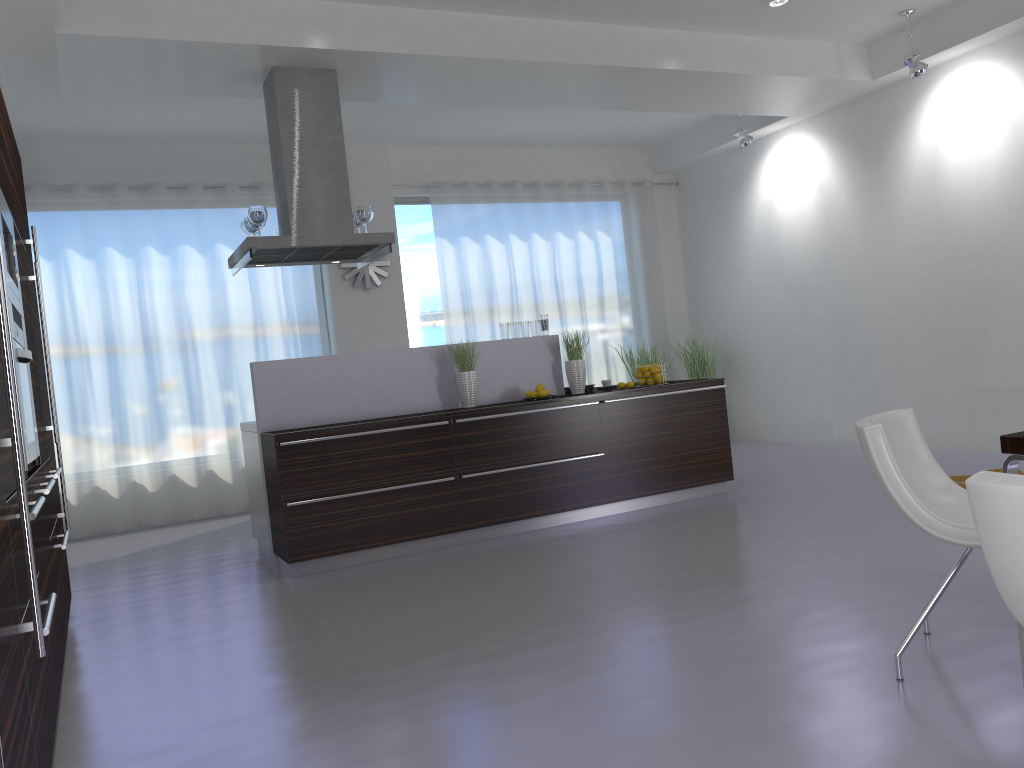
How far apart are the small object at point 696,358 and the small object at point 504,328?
3.97m

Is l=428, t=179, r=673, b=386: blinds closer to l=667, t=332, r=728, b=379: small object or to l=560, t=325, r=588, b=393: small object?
l=667, t=332, r=728, b=379: small object

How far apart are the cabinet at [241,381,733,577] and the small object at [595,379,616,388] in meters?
0.7 m

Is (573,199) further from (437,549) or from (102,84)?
(437,549)

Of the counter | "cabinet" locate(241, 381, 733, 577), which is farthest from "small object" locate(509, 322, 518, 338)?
"cabinet" locate(241, 381, 733, 577)

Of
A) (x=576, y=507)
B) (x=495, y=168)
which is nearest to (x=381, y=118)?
(x=495, y=168)

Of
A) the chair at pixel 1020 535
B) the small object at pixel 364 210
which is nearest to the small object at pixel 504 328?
the small object at pixel 364 210

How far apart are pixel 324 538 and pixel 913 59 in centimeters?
562cm

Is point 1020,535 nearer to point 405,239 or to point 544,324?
point 544,324

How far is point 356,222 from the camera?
6.3m
